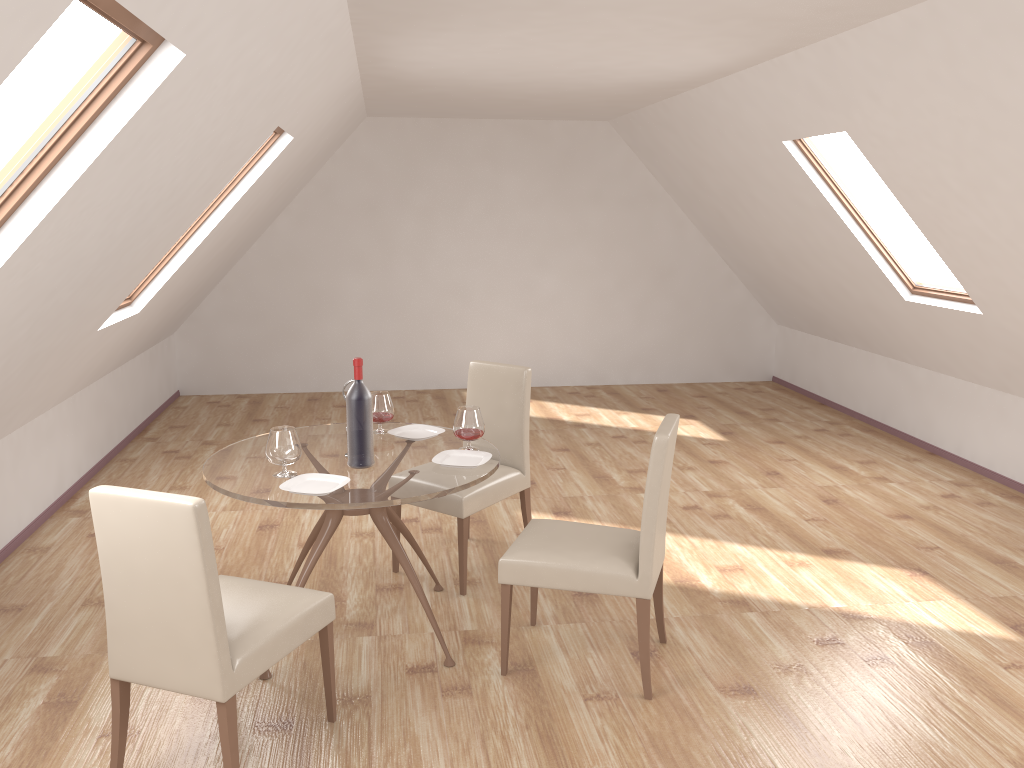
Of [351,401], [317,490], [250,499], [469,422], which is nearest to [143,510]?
[250,499]

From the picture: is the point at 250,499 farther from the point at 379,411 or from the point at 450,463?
the point at 379,411

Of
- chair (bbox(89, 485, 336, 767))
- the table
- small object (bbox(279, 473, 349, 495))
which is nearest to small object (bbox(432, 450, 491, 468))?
the table

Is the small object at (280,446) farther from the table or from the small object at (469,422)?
the small object at (469,422)

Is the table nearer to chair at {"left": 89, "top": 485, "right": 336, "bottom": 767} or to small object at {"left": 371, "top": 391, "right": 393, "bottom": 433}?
small object at {"left": 371, "top": 391, "right": 393, "bottom": 433}

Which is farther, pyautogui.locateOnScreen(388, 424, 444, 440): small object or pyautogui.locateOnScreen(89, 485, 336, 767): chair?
pyautogui.locateOnScreen(388, 424, 444, 440): small object

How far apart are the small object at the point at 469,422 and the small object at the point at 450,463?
0.07m

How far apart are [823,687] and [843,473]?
3.0 meters

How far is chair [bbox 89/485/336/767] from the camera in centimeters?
247cm

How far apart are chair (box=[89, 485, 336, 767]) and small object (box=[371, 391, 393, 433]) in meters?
1.1
